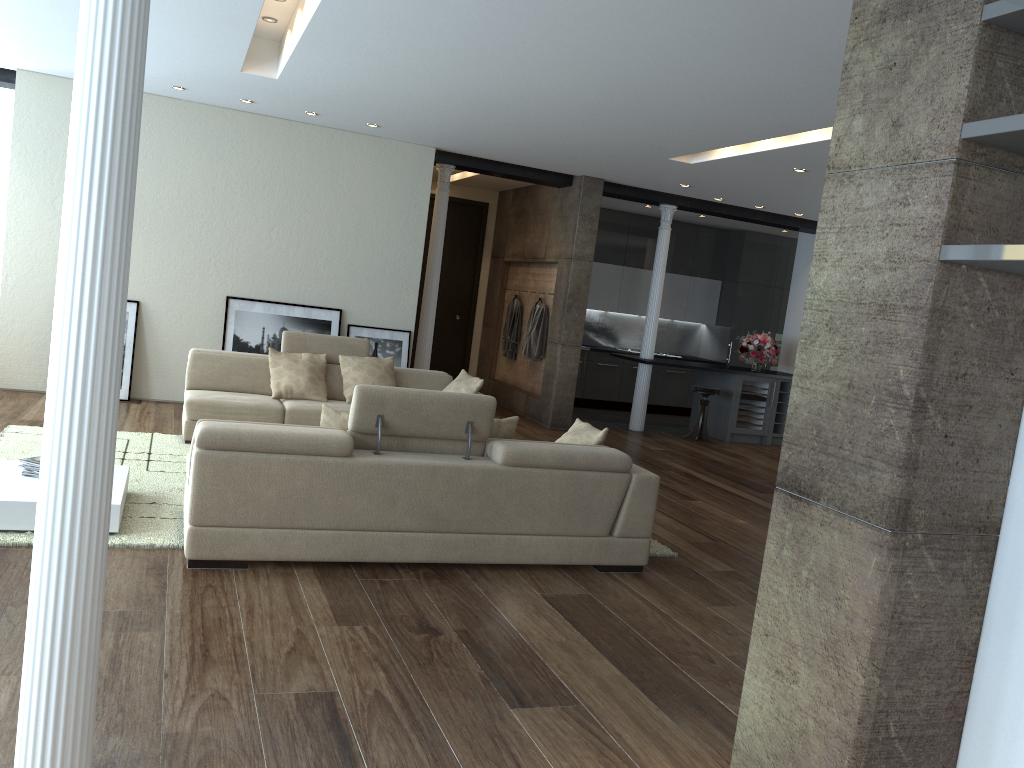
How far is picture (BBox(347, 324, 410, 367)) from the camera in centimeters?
960cm

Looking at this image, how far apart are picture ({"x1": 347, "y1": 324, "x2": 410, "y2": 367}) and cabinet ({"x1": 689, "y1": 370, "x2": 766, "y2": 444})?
4.4 meters

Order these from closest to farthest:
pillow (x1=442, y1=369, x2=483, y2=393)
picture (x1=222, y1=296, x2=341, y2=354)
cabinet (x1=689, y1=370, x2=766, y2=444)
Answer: pillow (x1=442, y1=369, x2=483, y2=393), picture (x1=222, y1=296, x2=341, y2=354), cabinet (x1=689, y1=370, x2=766, y2=444)

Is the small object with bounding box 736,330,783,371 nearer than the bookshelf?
No

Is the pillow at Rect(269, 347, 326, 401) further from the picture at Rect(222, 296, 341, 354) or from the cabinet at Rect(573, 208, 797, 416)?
the cabinet at Rect(573, 208, 797, 416)

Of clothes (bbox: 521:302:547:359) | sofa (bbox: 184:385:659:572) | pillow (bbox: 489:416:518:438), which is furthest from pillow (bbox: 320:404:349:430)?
clothes (bbox: 521:302:547:359)

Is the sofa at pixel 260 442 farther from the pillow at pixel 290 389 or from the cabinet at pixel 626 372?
the cabinet at pixel 626 372

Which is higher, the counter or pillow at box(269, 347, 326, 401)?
the counter

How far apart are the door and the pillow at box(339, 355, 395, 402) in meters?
4.9 m

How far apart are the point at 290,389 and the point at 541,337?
4.18m
